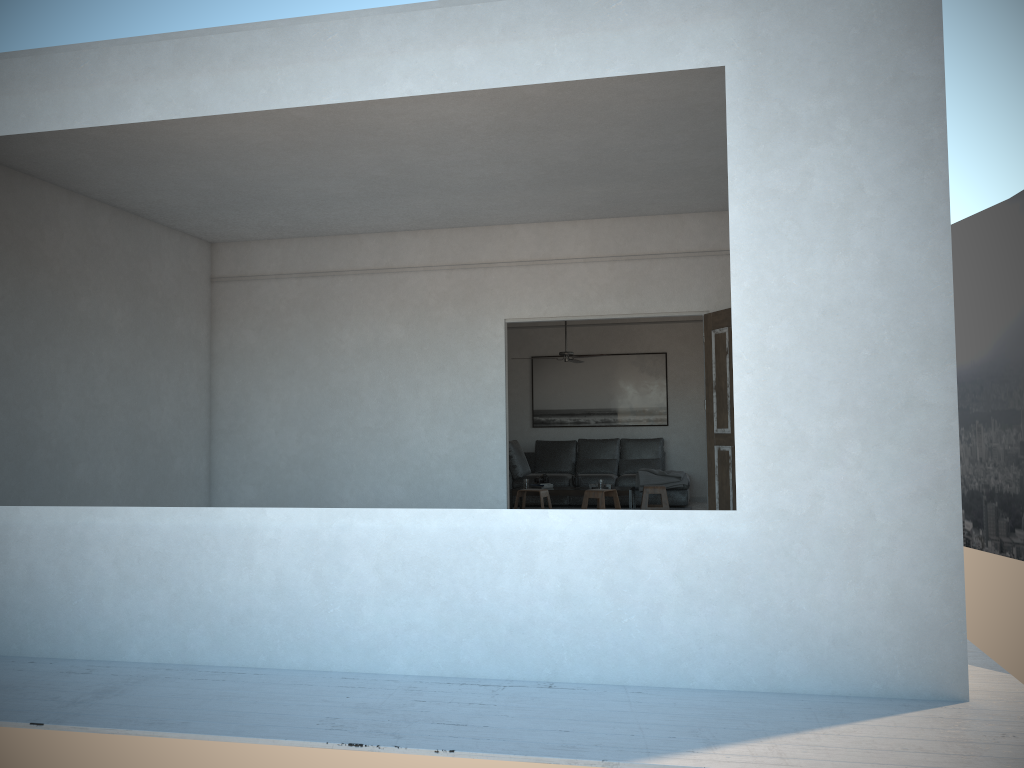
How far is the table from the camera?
10.3 meters

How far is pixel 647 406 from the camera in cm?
1258

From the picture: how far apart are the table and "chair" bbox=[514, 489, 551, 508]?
0.3 meters

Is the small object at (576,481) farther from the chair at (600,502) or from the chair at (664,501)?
the chair at (664,501)

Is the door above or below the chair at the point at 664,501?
above

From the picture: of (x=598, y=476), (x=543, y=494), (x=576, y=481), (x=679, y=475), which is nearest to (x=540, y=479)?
(x=576, y=481)

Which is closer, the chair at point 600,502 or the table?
the chair at point 600,502

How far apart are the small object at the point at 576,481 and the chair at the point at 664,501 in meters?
0.8 m

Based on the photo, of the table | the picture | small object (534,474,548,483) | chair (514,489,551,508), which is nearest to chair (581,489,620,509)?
the table

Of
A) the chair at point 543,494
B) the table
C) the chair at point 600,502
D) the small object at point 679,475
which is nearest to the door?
the chair at point 600,502
